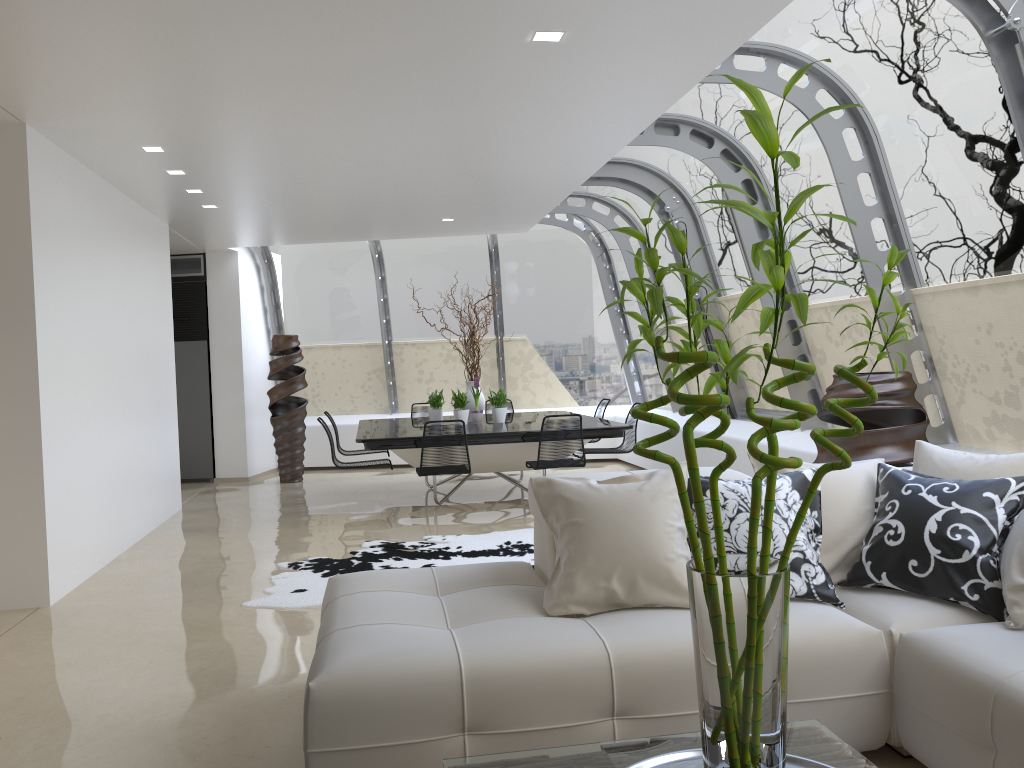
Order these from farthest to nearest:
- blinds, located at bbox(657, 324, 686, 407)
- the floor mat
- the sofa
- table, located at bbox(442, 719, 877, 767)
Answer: blinds, located at bbox(657, 324, 686, 407) < the floor mat < the sofa < table, located at bbox(442, 719, 877, 767)

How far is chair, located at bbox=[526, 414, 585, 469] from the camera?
7.6m

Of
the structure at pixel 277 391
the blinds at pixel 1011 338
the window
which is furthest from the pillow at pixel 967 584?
the structure at pixel 277 391

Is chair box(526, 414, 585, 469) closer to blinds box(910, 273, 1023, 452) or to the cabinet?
blinds box(910, 273, 1023, 452)

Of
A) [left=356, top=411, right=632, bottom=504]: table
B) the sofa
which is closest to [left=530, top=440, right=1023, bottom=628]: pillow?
the sofa

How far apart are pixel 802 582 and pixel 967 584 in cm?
53

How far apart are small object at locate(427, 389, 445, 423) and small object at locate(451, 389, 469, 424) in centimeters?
36cm

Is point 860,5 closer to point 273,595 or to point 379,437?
point 273,595

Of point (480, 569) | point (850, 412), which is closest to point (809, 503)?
point (480, 569)

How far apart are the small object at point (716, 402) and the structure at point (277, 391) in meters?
9.3
